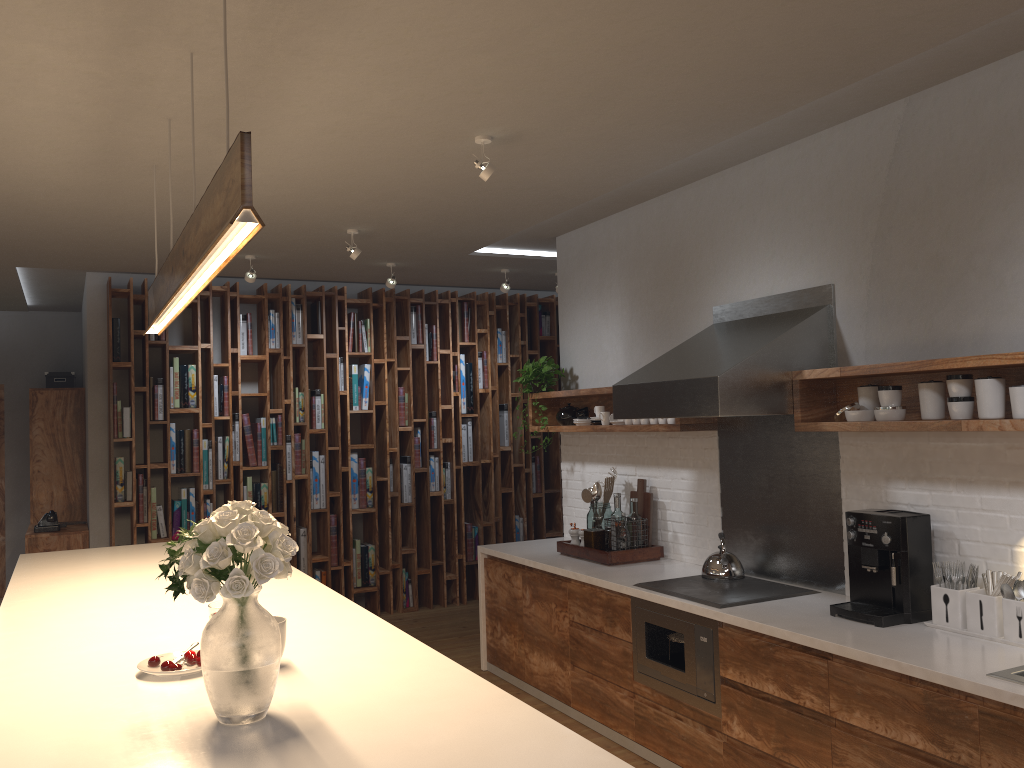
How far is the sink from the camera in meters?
2.5

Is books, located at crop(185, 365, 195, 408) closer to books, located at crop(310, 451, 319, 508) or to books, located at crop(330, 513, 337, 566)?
books, located at crop(310, 451, 319, 508)

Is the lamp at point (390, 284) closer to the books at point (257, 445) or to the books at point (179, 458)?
the books at point (257, 445)

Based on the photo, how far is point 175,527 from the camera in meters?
6.6

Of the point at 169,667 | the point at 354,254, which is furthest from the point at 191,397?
the point at 169,667

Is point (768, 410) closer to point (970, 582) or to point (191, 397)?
point (970, 582)

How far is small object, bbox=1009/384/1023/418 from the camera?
2.9 meters

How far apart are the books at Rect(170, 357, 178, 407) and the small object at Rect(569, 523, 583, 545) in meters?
3.4

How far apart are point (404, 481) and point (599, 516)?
2.74m

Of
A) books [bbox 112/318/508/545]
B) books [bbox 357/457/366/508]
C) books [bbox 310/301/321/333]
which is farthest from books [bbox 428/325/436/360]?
books [bbox 357/457/366/508]
